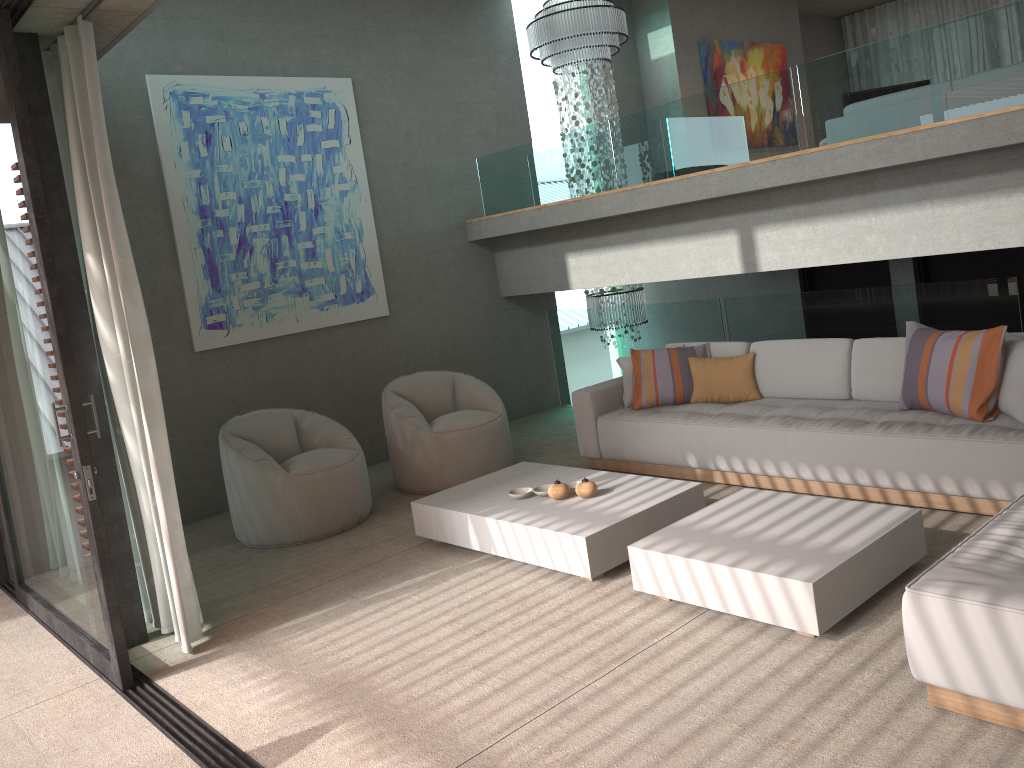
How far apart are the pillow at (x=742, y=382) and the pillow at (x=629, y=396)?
0.5m

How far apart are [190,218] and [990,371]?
5.33m

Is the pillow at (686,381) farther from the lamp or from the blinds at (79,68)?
the blinds at (79,68)

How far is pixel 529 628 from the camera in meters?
3.9

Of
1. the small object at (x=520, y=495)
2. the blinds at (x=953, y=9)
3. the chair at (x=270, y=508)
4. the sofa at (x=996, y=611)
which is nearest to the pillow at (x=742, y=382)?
the small object at (x=520, y=495)

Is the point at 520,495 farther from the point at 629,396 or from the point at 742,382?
the point at 742,382

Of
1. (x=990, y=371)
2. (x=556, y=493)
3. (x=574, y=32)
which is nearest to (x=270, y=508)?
(x=556, y=493)

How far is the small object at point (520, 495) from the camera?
4.9m

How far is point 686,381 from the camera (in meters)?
6.07

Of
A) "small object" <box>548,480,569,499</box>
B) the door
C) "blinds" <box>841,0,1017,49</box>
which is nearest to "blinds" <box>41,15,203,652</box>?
"small object" <box>548,480,569,499</box>
